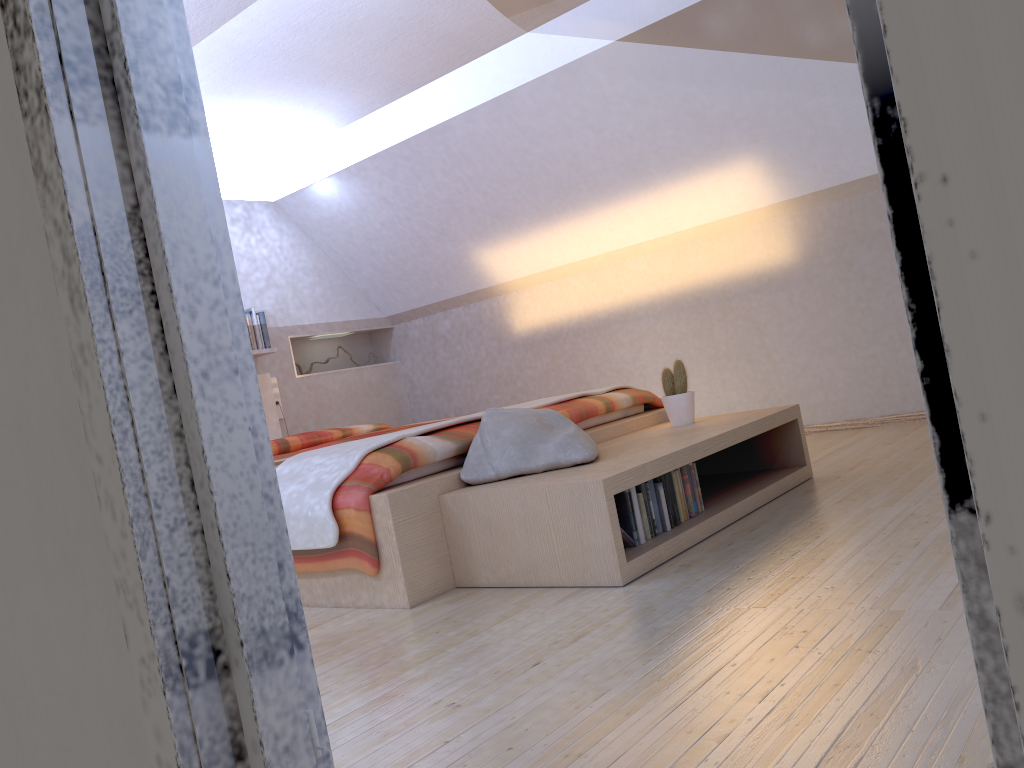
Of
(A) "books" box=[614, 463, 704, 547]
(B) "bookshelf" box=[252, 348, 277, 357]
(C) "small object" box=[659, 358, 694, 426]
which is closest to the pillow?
(A) "books" box=[614, 463, 704, 547]

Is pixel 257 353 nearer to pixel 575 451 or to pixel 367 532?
pixel 367 532

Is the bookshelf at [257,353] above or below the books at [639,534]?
above

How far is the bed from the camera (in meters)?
2.75

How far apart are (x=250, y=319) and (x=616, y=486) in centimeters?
391cm

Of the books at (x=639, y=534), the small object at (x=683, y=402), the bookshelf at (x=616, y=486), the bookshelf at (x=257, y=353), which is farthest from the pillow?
the bookshelf at (x=257, y=353)

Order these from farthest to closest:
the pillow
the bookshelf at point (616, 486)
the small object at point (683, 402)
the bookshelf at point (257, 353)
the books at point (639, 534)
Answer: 1. the bookshelf at point (257, 353)
2. the small object at point (683, 402)
3. the pillow
4. the books at point (639, 534)
5. the bookshelf at point (616, 486)

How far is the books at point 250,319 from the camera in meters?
5.8 m

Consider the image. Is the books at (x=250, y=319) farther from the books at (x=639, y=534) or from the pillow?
the books at (x=639, y=534)

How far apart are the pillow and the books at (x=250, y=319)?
2.9 meters
